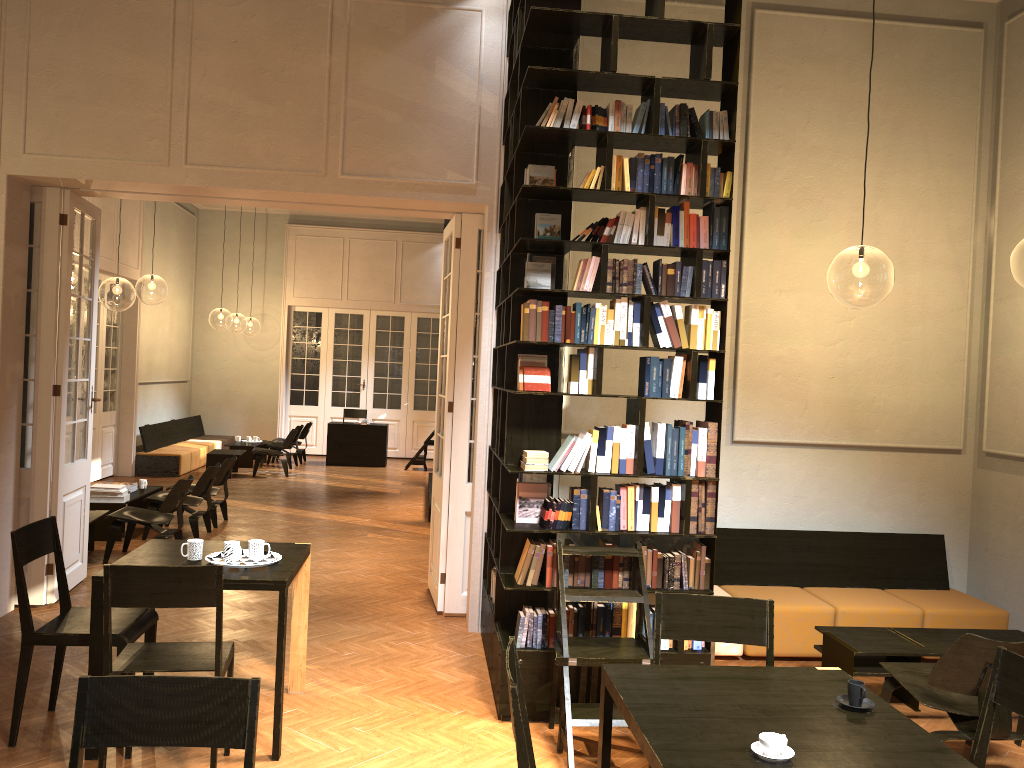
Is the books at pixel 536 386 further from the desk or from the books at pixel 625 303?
the desk

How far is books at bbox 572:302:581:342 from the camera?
5.03m

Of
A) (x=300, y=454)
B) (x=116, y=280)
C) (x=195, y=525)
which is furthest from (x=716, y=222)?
(x=300, y=454)

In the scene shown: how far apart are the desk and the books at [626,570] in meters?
12.8

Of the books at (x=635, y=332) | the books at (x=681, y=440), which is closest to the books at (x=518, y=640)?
the books at (x=681, y=440)

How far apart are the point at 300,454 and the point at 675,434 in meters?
13.4

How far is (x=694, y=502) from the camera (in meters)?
5.12

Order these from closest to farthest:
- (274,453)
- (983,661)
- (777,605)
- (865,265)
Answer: (983,661) < (777,605) < (865,265) < (274,453)

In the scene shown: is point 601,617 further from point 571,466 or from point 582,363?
point 582,363

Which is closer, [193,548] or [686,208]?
[193,548]
